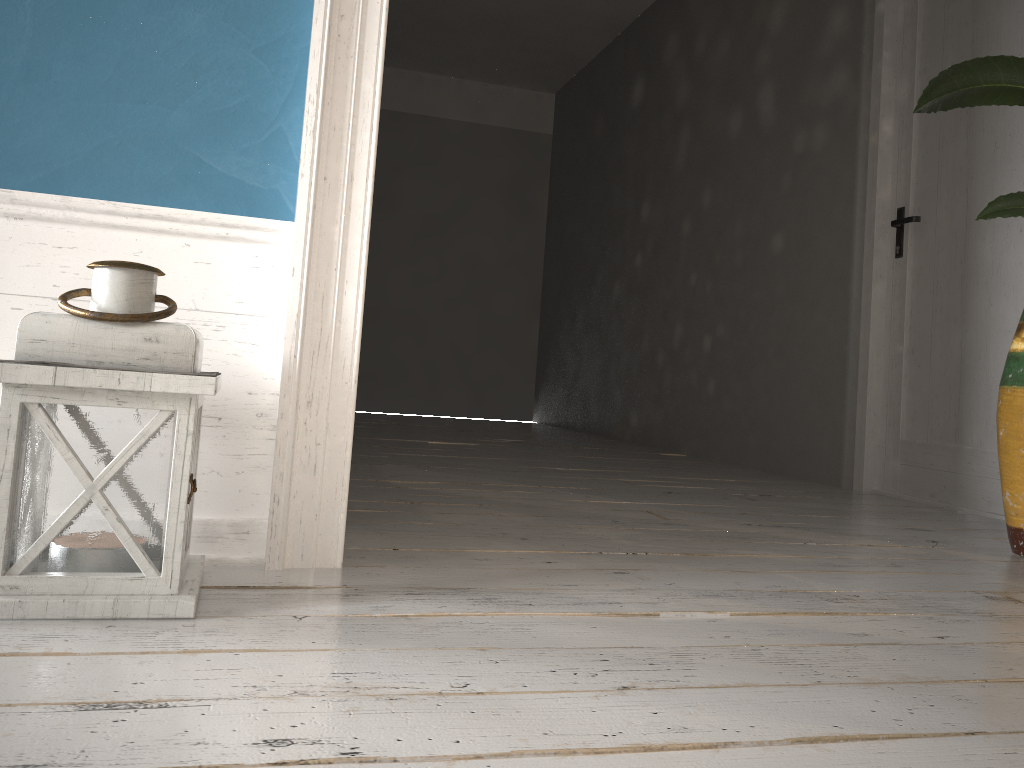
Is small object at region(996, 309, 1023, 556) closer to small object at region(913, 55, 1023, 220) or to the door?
small object at region(913, 55, 1023, 220)

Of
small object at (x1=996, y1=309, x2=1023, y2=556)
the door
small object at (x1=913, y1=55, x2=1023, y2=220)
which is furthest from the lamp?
the door

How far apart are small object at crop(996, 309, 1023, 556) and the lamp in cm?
191

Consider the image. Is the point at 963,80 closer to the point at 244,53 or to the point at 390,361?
the point at 244,53

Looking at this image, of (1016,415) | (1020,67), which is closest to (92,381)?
(1020,67)

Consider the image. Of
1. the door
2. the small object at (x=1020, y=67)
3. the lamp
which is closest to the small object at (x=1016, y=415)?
the small object at (x=1020, y=67)

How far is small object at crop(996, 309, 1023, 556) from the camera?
→ 2.2 meters

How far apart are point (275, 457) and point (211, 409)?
0.1 meters

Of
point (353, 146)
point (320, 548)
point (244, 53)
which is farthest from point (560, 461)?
point (244, 53)

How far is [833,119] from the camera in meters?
3.9
